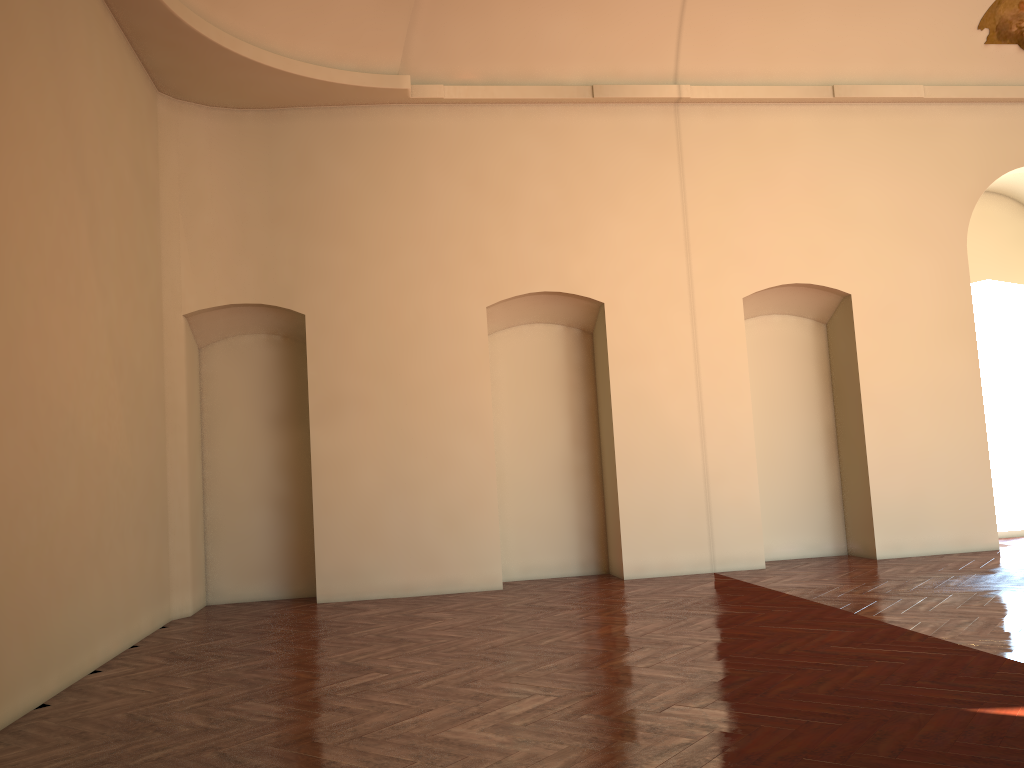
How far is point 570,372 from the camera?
10.4m
